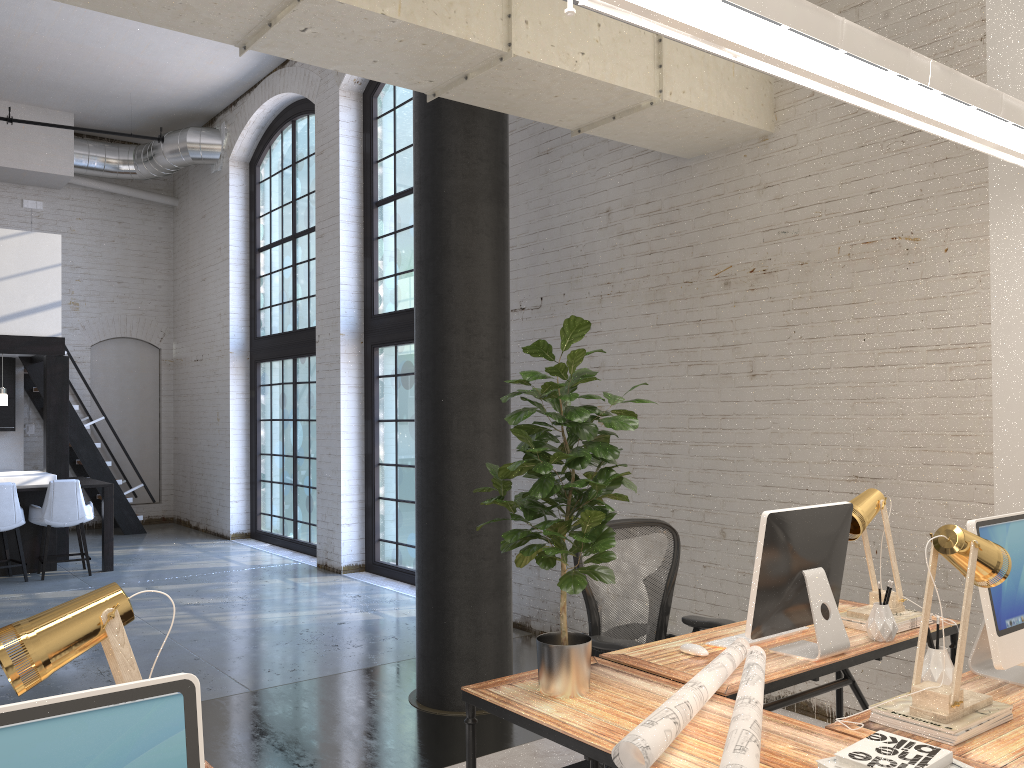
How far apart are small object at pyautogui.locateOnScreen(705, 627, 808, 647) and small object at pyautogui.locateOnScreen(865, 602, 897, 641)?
0.4m

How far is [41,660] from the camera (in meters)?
1.56

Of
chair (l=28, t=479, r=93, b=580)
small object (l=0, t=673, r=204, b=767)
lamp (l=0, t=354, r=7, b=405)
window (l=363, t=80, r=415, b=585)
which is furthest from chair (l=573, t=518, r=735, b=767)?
lamp (l=0, t=354, r=7, b=405)

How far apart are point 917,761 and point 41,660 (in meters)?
1.64

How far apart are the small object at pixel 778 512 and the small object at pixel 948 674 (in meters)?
0.36

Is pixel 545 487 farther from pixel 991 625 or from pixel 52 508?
pixel 52 508

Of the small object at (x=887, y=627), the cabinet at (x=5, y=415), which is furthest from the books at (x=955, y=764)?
the cabinet at (x=5, y=415)

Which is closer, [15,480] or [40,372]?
[15,480]

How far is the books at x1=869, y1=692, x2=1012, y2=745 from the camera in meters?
2.1

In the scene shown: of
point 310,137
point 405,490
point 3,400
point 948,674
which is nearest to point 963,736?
point 948,674
